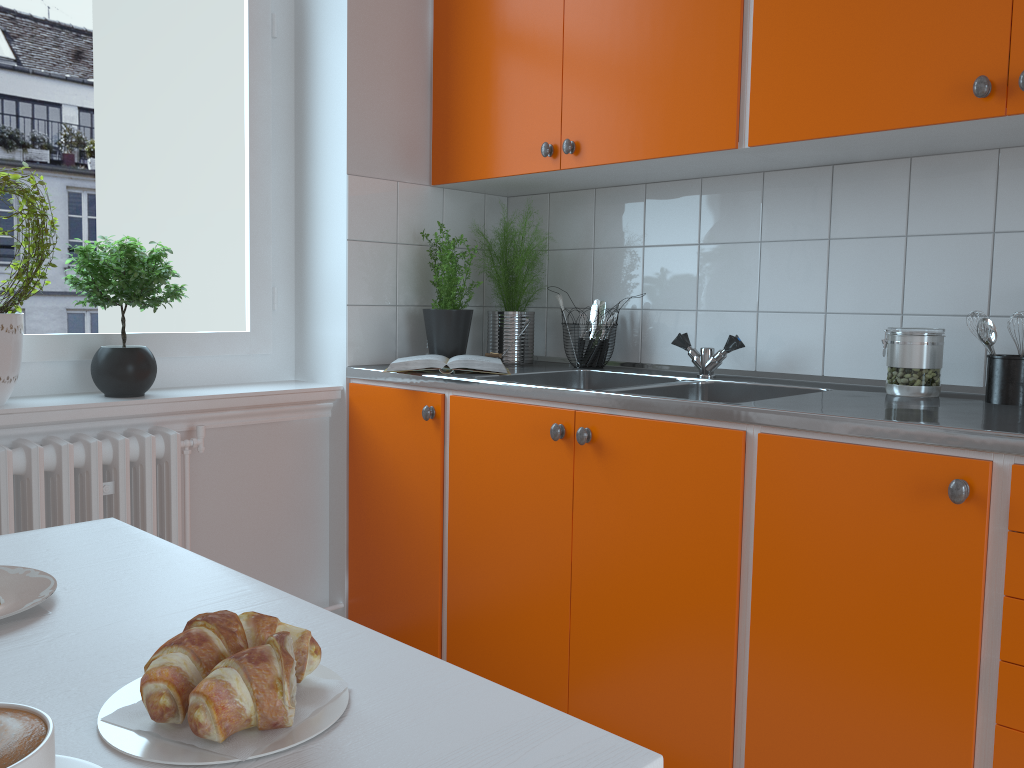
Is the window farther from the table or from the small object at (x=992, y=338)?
the small object at (x=992, y=338)

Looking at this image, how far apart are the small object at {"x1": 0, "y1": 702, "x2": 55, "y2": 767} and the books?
1.88m

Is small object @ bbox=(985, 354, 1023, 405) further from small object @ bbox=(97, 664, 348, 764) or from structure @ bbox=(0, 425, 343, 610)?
structure @ bbox=(0, 425, 343, 610)

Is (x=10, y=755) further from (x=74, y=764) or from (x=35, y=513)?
(x=35, y=513)

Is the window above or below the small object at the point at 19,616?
above

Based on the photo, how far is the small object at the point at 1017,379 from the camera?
1.80m

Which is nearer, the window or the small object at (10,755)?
the small object at (10,755)

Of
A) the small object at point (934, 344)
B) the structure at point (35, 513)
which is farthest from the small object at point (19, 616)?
the small object at point (934, 344)

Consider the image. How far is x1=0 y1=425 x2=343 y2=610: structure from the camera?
1.9 meters

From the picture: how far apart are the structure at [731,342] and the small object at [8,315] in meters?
1.6
